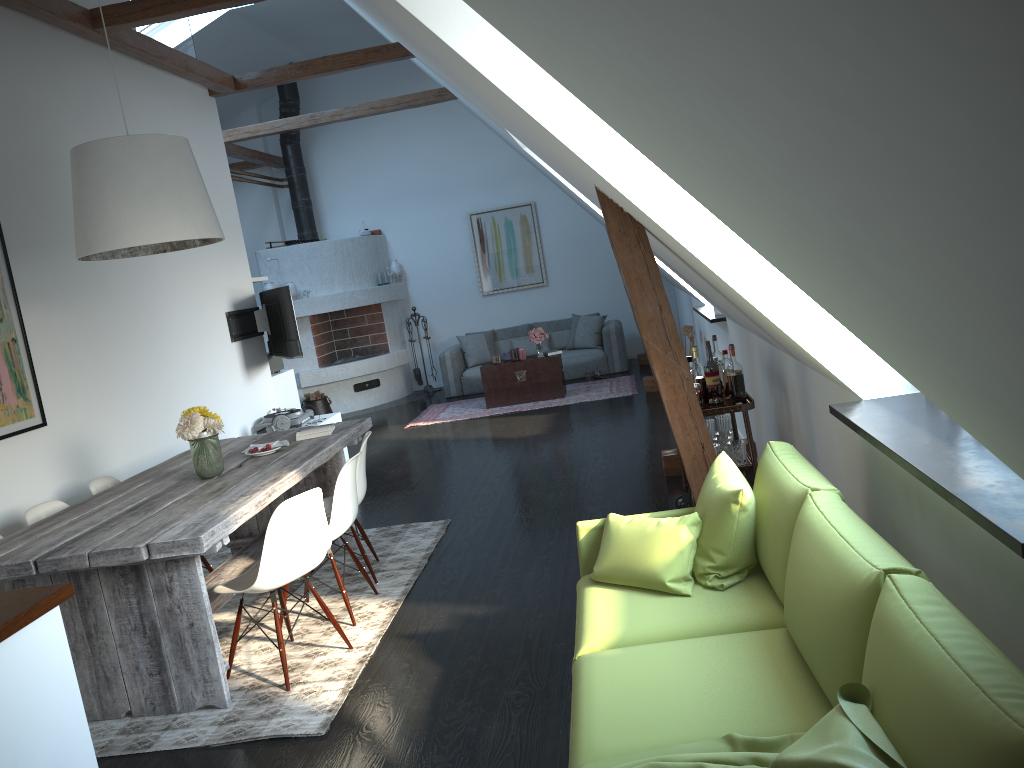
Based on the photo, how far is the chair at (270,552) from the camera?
3.6m

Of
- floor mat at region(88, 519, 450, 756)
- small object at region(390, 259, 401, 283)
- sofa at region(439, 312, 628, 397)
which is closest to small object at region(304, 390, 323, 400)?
sofa at region(439, 312, 628, 397)

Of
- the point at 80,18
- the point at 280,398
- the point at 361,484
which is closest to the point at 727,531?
the point at 361,484

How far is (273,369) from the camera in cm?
854

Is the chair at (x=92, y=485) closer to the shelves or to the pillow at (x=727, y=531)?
the shelves

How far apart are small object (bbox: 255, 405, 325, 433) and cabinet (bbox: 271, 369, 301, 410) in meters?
0.5 m

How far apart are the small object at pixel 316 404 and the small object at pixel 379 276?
1.9 meters

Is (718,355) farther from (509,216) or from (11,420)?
(509,216)

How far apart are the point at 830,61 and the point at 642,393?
9.1m

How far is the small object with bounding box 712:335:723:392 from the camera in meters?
4.8
